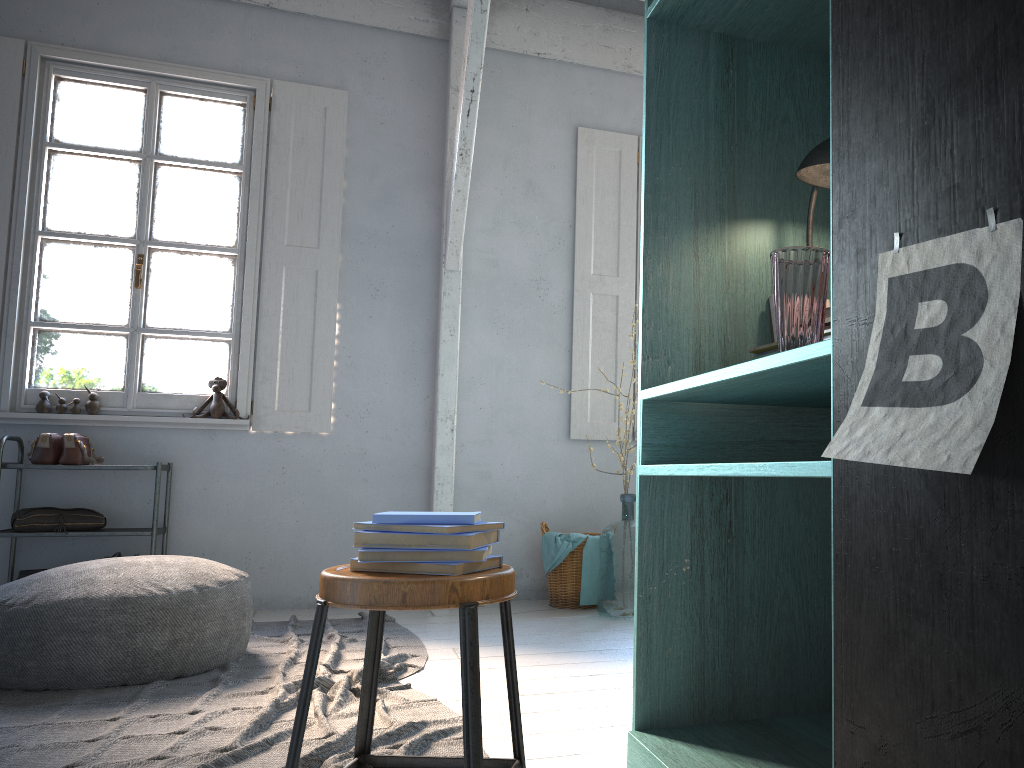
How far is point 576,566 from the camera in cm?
549

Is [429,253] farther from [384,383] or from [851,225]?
[851,225]

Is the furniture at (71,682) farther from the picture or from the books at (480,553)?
the picture

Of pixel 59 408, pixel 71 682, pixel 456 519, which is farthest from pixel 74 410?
pixel 456 519

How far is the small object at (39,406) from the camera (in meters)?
5.35

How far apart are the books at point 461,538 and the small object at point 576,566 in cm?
355

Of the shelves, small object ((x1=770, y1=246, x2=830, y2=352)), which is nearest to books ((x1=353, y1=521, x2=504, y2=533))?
small object ((x1=770, y1=246, x2=830, y2=352))

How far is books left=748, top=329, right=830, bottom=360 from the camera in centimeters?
227cm

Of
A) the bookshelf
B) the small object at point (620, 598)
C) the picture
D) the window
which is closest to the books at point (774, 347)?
the bookshelf

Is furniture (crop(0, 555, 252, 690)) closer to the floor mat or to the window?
the floor mat
